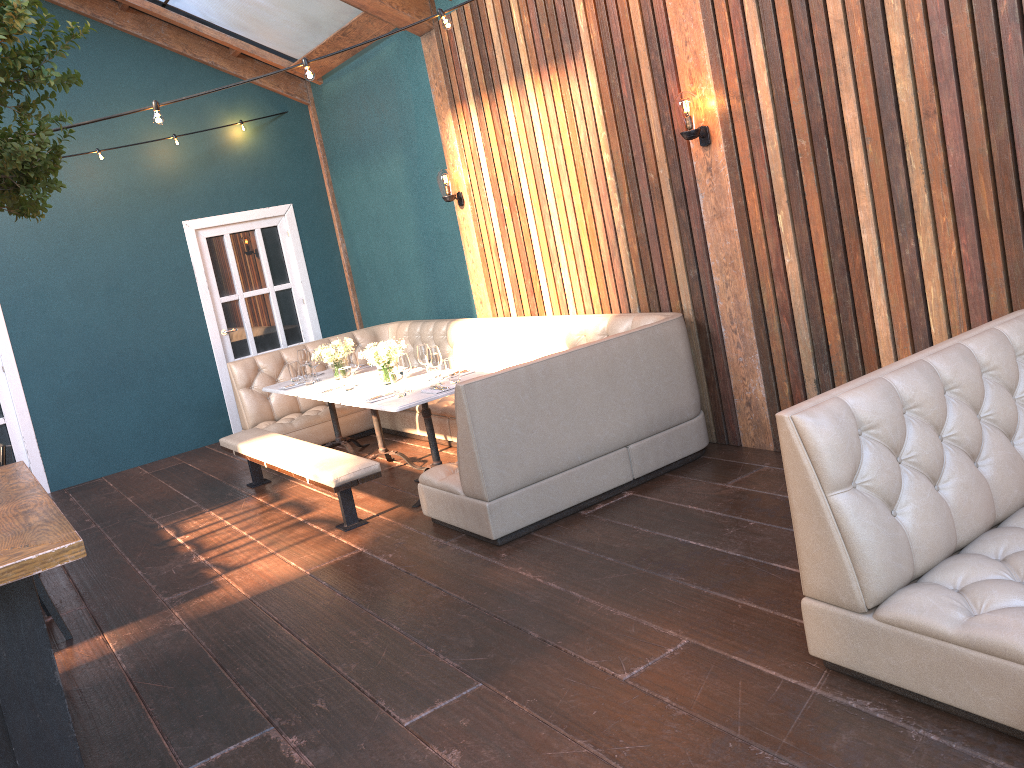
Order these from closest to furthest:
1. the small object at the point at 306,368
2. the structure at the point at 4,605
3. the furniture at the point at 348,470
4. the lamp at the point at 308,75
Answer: the structure at the point at 4,605, the lamp at the point at 308,75, the furniture at the point at 348,470, the small object at the point at 306,368

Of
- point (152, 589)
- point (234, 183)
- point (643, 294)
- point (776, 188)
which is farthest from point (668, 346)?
point (234, 183)

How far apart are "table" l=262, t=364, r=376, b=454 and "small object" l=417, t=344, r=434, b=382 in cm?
127

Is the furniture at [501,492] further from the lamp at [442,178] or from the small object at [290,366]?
the lamp at [442,178]

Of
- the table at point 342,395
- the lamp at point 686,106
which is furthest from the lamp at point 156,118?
the lamp at point 686,106

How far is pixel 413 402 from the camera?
5.2 meters

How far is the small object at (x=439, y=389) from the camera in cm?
535

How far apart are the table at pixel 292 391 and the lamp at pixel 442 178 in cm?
169

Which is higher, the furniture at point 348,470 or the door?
the door

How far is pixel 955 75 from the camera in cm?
373
